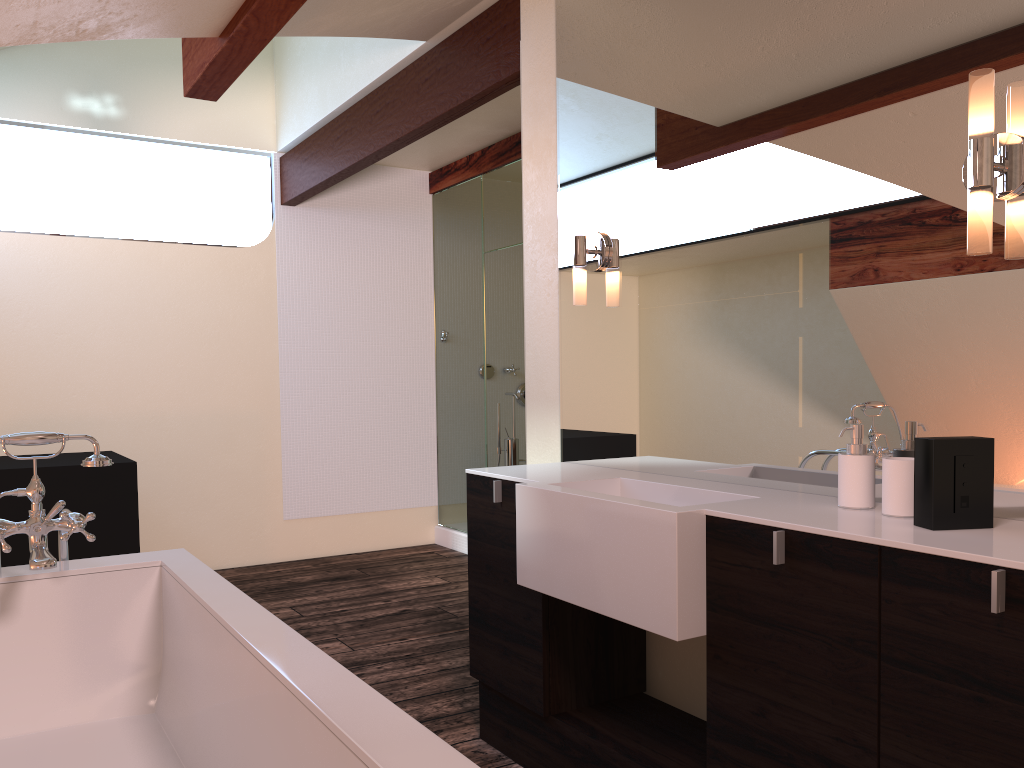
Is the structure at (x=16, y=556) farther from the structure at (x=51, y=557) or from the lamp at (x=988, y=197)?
the lamp at (x=988, y=197)

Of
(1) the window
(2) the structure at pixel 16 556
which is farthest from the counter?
(1) the window

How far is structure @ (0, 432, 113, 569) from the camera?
2.0m

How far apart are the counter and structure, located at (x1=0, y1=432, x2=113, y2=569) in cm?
101

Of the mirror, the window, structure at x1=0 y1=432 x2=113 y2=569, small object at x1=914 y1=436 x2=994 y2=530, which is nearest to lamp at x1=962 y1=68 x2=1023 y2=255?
the mirror

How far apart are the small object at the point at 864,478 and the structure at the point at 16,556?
3.2 meters

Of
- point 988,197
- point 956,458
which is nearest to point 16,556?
point 956,458

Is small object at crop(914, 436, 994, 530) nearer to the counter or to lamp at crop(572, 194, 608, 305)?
the counter

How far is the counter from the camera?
1.6 meters

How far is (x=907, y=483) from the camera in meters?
1.7 m
